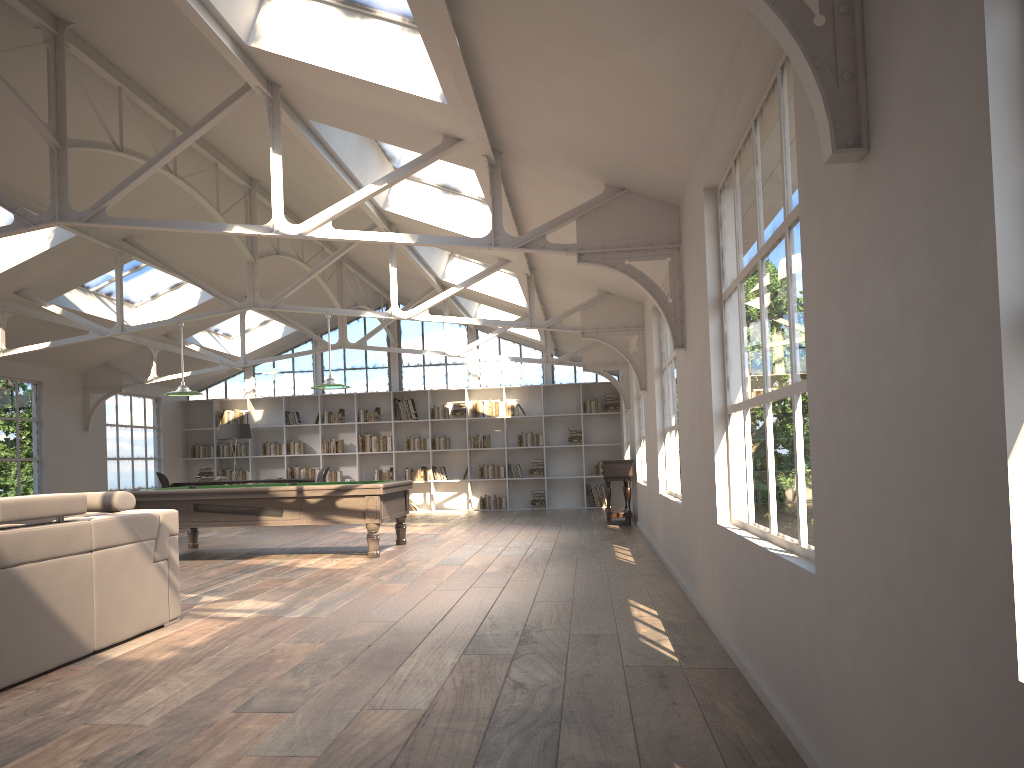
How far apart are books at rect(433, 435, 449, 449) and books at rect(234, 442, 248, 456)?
3.7m

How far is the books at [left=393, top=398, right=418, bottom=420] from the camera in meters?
16.8

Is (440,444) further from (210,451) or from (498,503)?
(210,451)

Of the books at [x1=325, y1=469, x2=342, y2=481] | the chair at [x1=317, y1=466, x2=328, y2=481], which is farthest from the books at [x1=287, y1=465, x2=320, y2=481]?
the chair at [x1=317, y1=466, x2=328, y2=481]

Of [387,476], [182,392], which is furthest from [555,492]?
[182,392]

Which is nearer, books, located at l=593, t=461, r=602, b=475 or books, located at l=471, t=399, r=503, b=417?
books, located at l=593, t=461, r=602, b=475

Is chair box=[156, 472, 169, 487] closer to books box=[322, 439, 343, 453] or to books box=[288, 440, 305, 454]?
books box=[288, 440, 305, 454]

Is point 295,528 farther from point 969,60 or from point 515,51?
point 969,60

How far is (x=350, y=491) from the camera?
8.9m

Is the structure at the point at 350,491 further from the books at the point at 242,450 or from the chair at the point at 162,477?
the books at the point at 242,450
